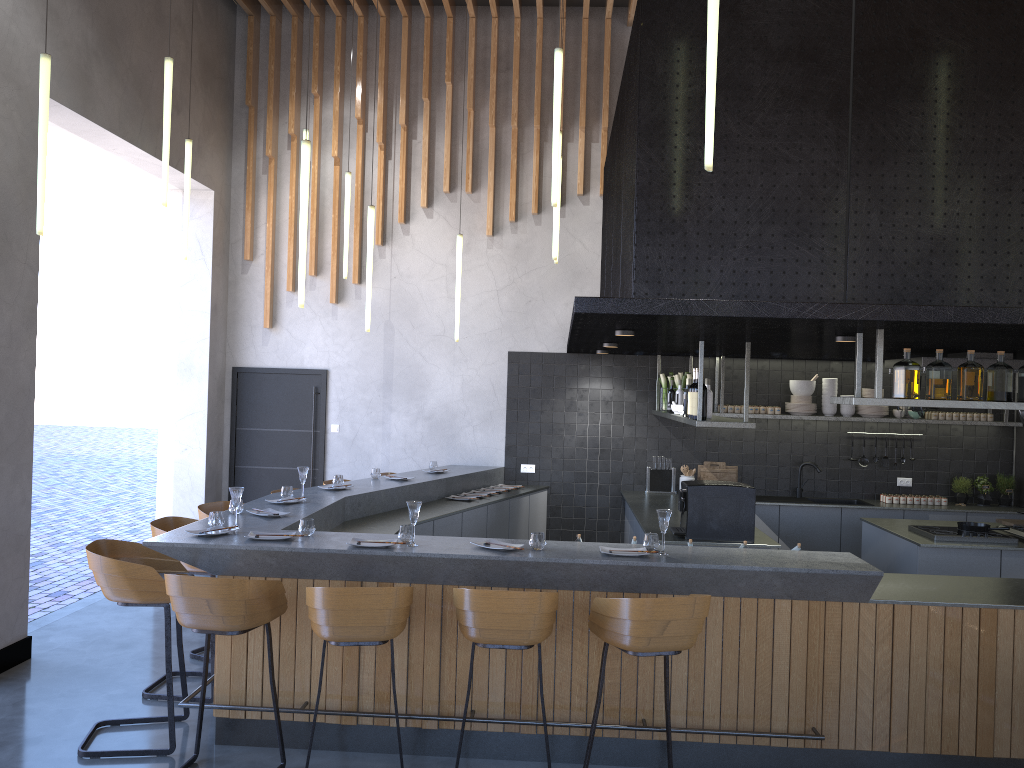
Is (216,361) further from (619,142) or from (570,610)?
(570,610)

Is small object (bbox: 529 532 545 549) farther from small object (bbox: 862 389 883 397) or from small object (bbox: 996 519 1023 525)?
small object (bbox: 862 389 883 397)

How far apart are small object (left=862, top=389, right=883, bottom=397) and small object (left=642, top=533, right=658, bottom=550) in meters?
5.0

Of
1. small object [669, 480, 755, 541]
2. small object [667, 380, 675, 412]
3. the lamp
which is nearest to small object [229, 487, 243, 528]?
the lamp

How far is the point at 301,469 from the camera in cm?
622

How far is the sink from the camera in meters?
8.7 m

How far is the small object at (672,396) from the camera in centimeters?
828cm

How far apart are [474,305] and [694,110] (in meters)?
4.90

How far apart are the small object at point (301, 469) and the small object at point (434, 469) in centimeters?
240cm

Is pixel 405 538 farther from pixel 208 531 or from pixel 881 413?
pixel 881 413
